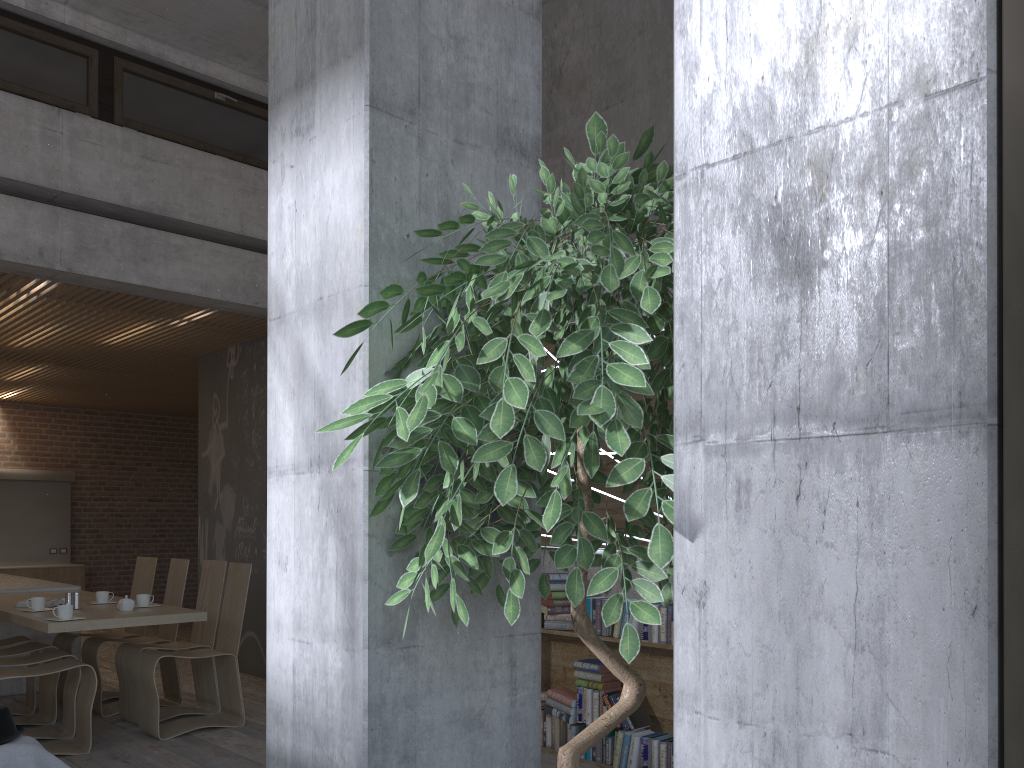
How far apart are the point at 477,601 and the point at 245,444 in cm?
723

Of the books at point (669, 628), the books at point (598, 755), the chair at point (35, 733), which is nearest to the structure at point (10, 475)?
the chair at point (35, 733)

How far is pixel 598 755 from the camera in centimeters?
513cm

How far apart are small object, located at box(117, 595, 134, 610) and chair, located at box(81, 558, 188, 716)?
0.9 meters

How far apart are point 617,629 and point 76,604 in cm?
371

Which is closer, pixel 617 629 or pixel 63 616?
pixel 617 629

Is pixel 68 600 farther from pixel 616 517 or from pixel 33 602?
pixel 616 517

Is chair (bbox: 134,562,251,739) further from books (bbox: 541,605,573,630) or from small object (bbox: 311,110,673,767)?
small object (bbox: 311,110,673,767)

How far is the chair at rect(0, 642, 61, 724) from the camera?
6.3 meters

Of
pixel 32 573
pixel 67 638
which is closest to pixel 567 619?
pixel 67 638
